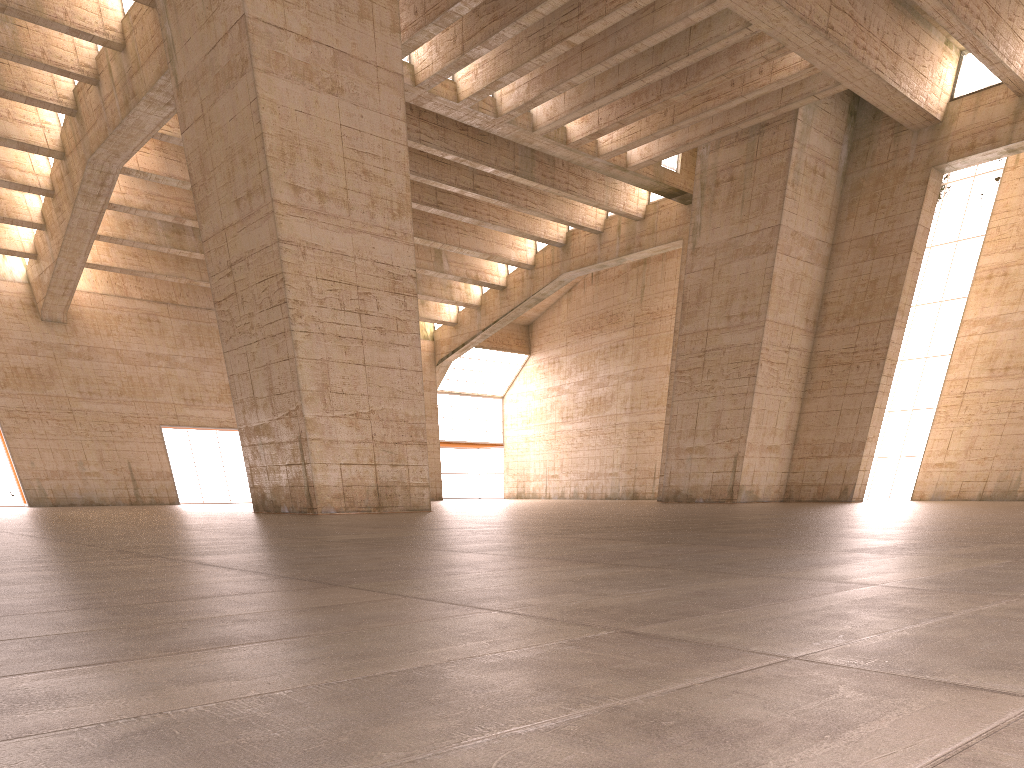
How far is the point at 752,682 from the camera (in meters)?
1.75
